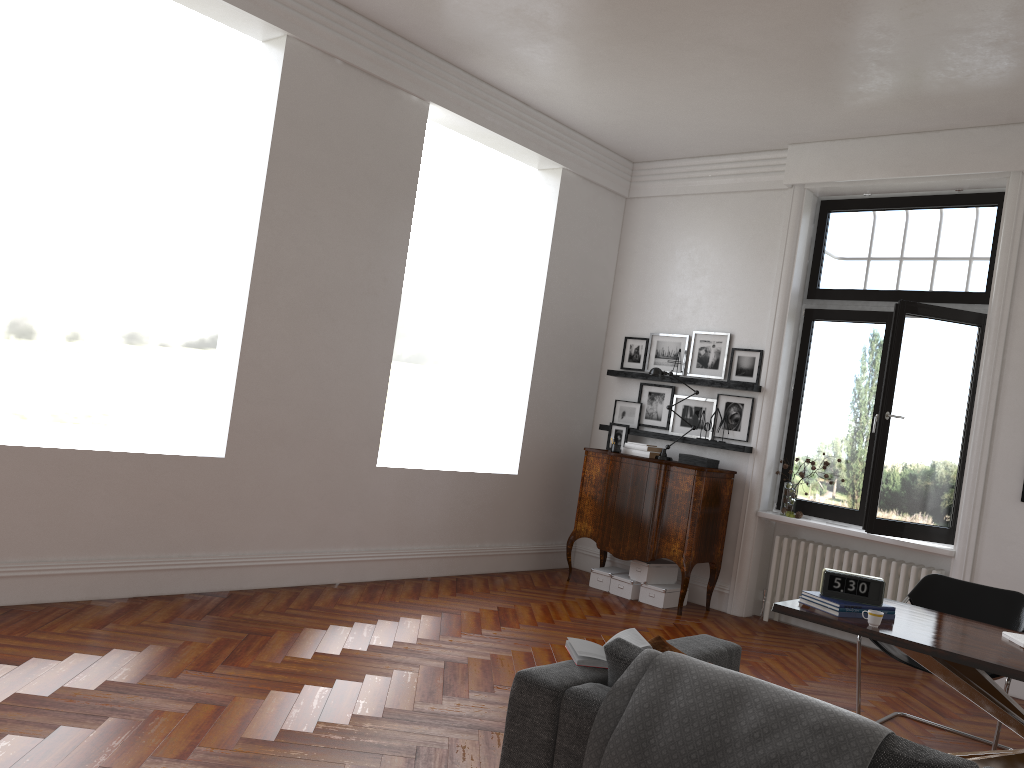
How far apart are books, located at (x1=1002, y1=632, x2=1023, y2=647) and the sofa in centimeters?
138cm

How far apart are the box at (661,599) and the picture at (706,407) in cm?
135

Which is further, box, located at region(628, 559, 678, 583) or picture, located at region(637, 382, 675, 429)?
picture, located at region(637, 382, 675, 429)

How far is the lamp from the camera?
7.7m

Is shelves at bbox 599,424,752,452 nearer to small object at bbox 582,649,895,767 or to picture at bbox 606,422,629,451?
picture at bbox 606,422,629,451

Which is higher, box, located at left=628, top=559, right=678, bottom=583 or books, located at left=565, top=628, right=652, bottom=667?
books, located at left=565, top=628, right=652, bottom=667

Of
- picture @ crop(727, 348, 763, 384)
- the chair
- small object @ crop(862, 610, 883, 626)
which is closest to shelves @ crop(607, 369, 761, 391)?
picture @ crop(727, 348, 763, 384)

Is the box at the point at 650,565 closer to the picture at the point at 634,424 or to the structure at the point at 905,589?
the structure at the point at 905,589

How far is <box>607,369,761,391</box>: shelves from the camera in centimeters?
746cm

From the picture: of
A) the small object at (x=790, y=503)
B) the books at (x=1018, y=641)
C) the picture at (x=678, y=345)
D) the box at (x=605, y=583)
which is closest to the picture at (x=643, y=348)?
the picture at (x=678, y=345)
